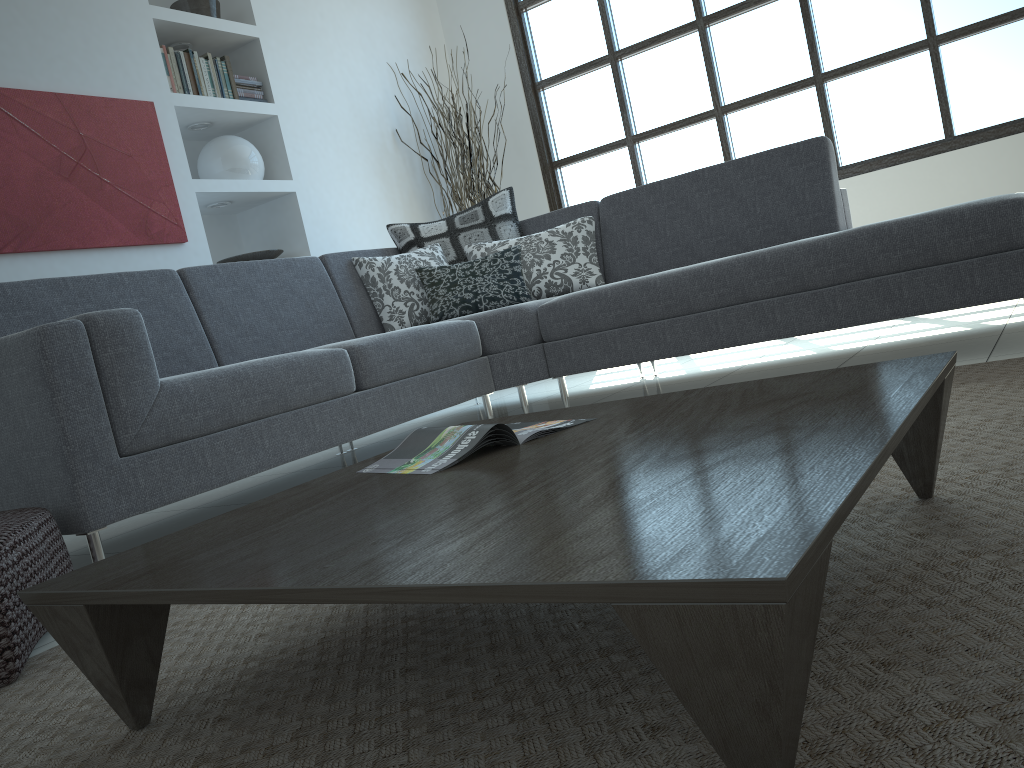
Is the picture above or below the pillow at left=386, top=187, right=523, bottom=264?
above

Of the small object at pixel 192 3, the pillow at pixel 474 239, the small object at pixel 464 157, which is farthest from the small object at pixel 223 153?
the small object at pixel 464 157

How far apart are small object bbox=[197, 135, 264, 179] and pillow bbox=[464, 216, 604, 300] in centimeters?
A: 135cm

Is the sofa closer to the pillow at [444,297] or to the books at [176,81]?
the pillow at [444,297]

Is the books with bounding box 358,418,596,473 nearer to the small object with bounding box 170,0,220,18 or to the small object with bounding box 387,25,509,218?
the small object with bounding box 170,0,220,18

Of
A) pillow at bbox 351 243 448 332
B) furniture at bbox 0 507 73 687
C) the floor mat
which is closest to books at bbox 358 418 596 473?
the floor mat

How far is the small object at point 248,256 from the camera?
4.58m

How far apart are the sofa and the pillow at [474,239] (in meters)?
0.06

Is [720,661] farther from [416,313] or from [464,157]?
[464,157]

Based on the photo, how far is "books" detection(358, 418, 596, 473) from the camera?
1.4m
